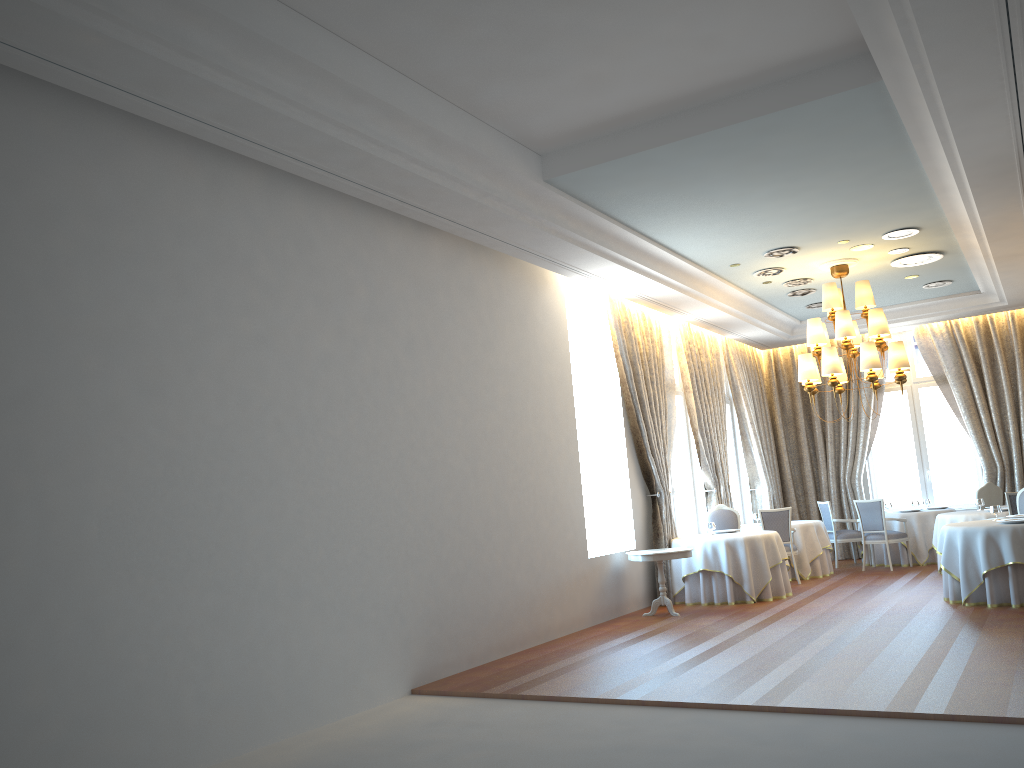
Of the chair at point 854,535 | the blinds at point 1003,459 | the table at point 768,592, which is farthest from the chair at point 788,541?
the blinds at point 1003,459

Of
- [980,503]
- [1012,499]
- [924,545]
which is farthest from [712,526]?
[924,545]

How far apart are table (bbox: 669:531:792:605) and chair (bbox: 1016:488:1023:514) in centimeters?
285cm

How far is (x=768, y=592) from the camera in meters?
11.2

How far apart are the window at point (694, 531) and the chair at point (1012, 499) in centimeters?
440cm

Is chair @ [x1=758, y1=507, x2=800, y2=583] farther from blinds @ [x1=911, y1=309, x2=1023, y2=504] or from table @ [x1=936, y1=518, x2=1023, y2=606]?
blinds @ [x1=911, y1=309, x2=1023, y2=504]

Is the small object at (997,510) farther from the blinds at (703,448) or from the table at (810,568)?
the blinds at (703,448)

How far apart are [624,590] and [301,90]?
7.5m

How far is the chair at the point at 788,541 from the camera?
12.9m

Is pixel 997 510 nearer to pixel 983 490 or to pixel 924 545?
pixel 983 490
